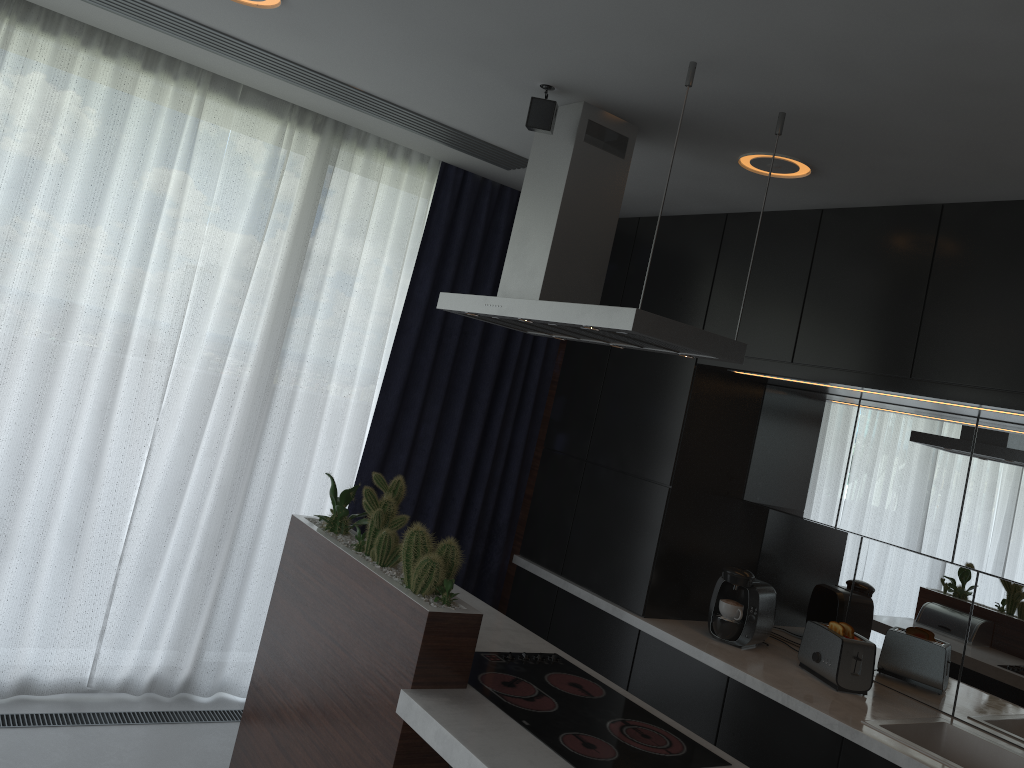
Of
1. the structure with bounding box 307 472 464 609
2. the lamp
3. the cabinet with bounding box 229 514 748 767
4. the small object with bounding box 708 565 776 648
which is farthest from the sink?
the lamp

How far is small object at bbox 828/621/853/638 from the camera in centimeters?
346cm

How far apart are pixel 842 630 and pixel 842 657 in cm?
12

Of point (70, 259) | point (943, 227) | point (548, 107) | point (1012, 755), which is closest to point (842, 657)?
point (1012, 755)

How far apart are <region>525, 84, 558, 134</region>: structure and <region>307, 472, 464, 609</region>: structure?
1.2 meters

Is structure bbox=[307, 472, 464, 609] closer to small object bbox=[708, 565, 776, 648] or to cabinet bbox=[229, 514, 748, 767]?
cabinet bbox=[229, 514, 748, 767]

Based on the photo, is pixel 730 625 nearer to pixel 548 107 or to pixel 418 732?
pixel 418 732

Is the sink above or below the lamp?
below

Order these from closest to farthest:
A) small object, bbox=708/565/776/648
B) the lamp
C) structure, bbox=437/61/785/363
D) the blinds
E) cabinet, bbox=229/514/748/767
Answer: cabinet, bbox=229/514/748/767
structure, bbox=437/61/785/363
the lamp
the blinds
small object, bbox=708/565/776/648

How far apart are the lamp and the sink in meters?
1.9 m
